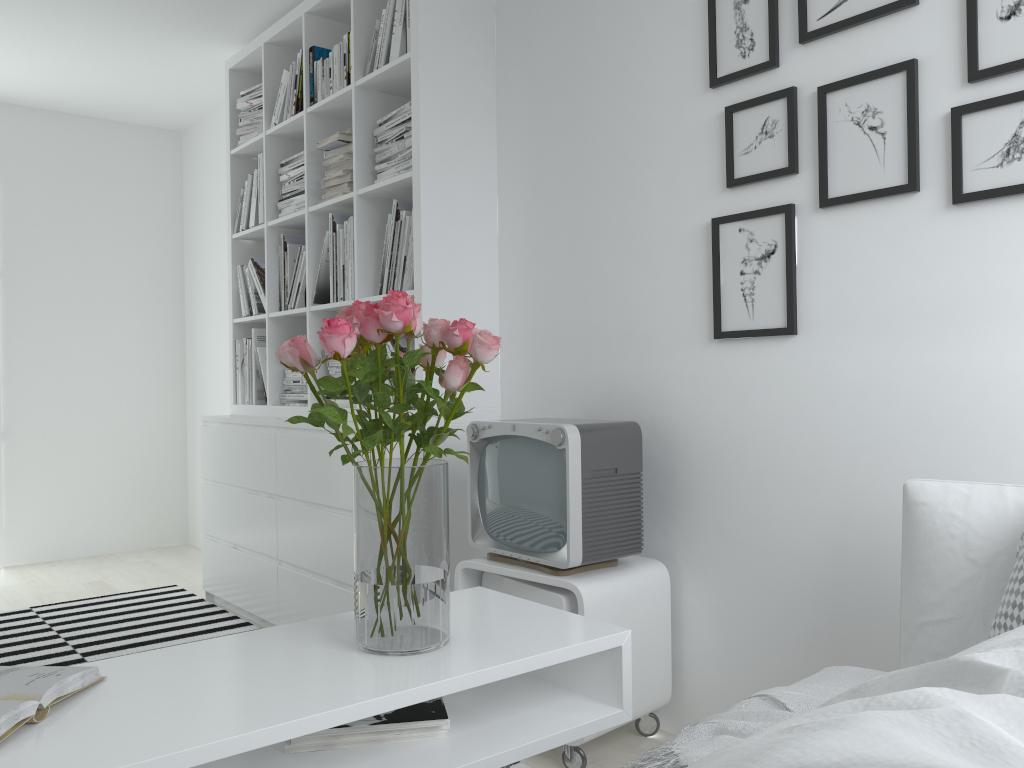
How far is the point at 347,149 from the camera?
3.2m

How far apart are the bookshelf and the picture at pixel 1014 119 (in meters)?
1.50

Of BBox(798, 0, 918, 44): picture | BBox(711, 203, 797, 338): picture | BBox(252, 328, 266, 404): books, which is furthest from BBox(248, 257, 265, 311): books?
BBox(798, 0, 918, 44): picture

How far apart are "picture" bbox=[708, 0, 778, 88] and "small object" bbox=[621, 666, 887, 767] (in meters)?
1.38

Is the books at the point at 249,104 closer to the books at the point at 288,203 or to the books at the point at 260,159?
the books at the point at 260,159

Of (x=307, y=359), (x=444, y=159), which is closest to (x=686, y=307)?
(x=444, y=159)

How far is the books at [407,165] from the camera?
2.89m

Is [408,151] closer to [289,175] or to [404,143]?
[404,143]

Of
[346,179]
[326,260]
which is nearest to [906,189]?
[346,179]

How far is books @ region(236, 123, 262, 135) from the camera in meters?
3.9 m
